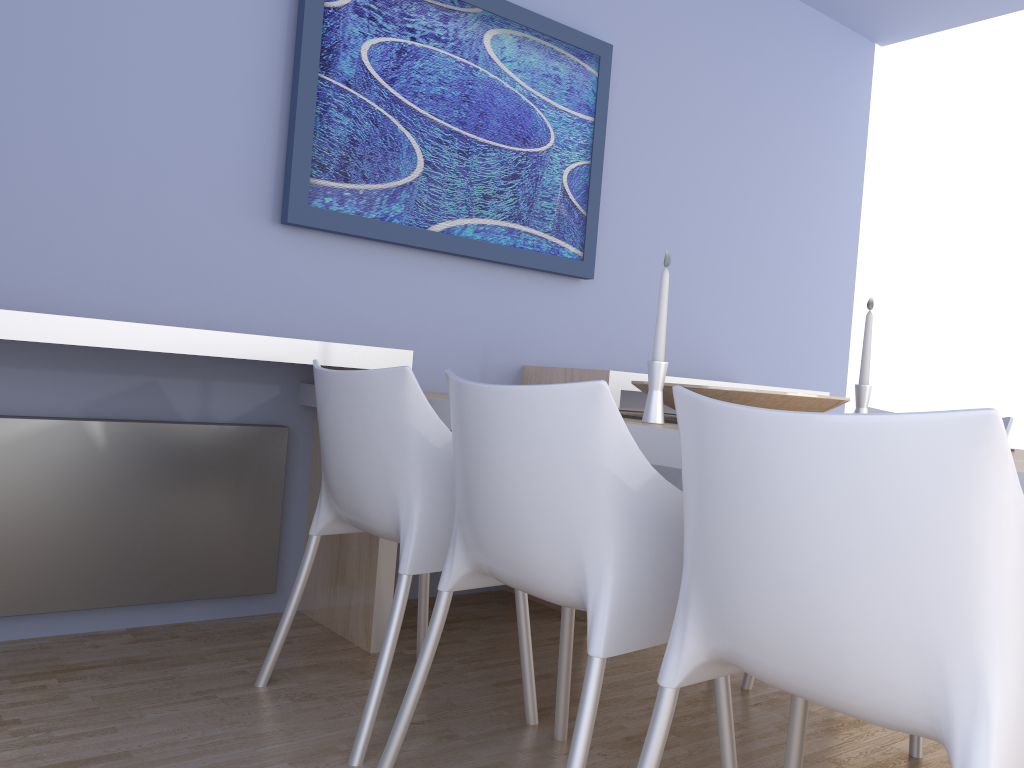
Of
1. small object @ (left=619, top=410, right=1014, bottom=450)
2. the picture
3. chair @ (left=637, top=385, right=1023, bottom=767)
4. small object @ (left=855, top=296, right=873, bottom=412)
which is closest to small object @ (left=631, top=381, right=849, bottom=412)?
small object @ (left=619, top=410, right=1014, bottom=450)

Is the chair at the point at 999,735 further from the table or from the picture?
the picture

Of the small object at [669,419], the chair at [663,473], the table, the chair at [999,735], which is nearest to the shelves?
the table

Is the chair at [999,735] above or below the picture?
below

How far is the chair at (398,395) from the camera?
1.82m

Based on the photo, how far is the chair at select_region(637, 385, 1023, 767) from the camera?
0.93m

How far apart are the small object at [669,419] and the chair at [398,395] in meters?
0.4

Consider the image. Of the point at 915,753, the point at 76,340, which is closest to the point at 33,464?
the point at 76,340

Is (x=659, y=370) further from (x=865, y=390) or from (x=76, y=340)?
(x=76, y=340)

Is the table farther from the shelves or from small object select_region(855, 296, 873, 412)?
small object select_region(855, 296, 873, 412)
